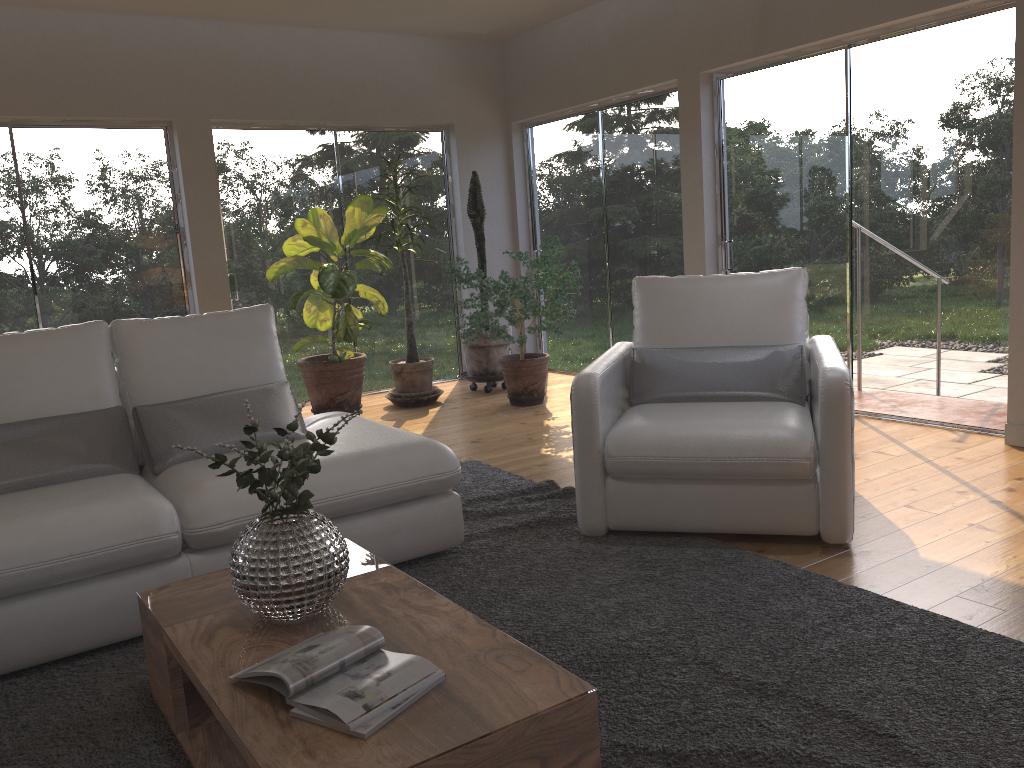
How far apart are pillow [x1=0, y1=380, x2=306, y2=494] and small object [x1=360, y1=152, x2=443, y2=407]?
2.9 meters

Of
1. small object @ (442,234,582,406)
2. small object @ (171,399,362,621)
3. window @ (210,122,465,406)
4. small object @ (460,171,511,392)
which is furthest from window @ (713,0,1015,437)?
small object @ (171,399,362,621)

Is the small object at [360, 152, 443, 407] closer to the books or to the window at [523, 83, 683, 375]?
the window at [523, 83, 683, 375]

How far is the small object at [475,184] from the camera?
6.8m

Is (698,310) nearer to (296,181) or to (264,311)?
(264,311)

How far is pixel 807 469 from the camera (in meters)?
3.09

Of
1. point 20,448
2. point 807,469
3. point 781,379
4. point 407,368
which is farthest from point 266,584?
A: point 407,368

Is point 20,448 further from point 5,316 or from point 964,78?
point 964,78

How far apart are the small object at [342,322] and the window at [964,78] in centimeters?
229cm

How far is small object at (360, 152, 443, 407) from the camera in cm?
645
